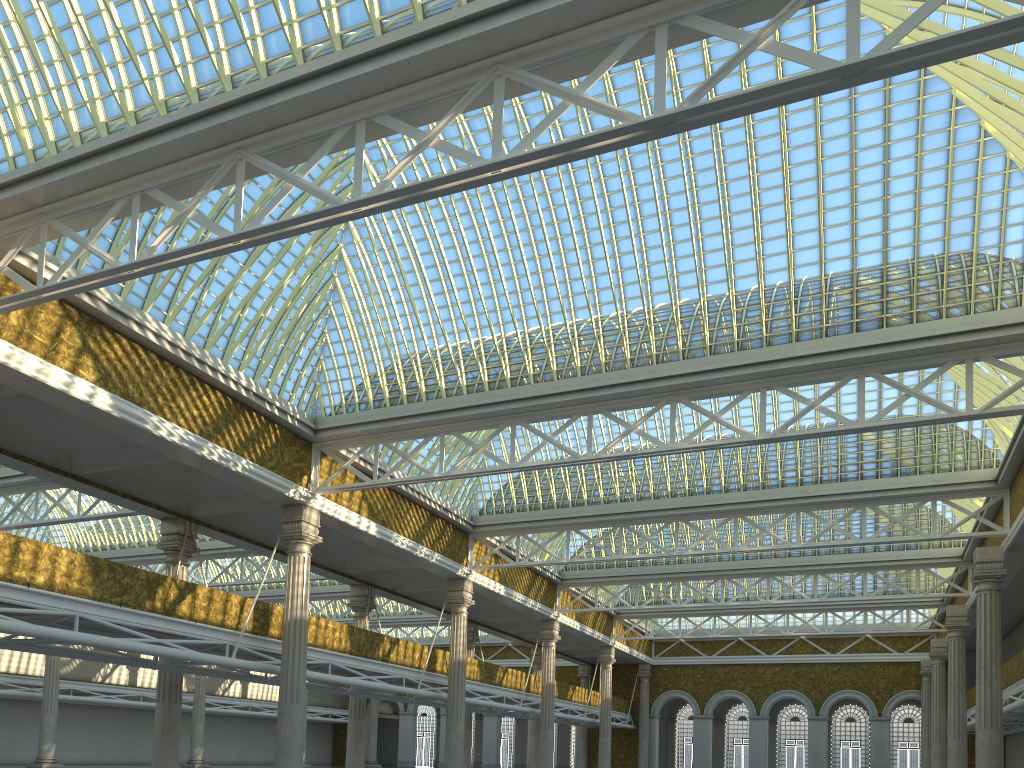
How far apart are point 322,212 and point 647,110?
10.4 meters
